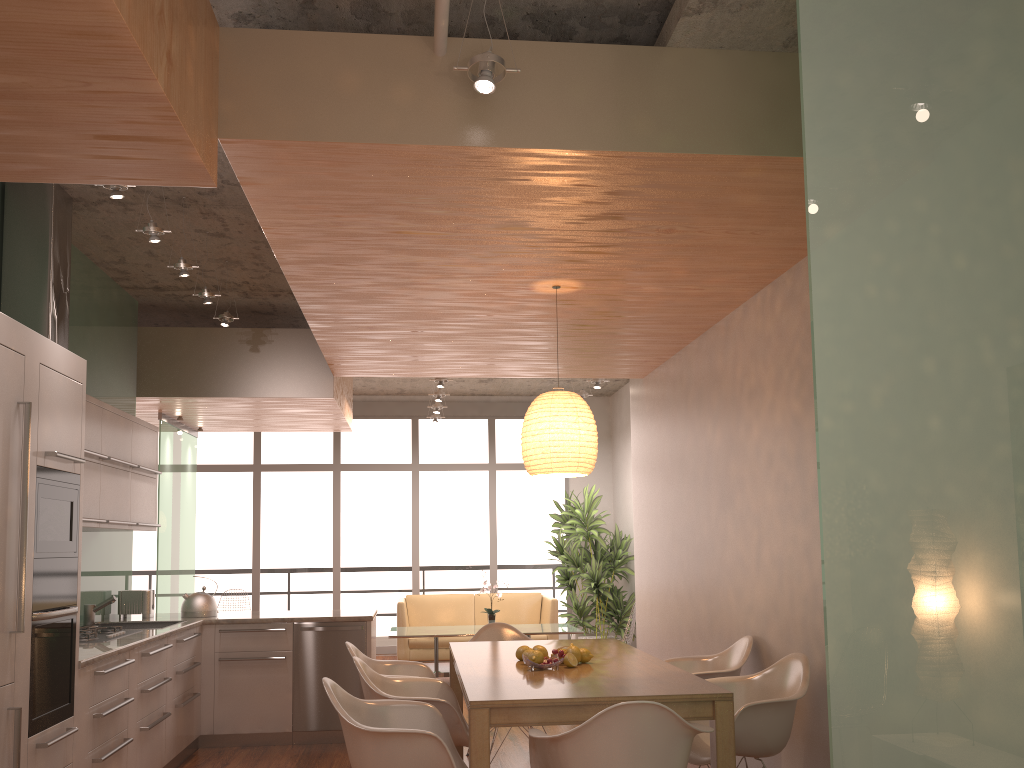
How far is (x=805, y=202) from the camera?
2.1m

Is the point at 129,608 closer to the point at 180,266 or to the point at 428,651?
the point at 180,266

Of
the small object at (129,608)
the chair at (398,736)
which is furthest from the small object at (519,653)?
the small object at (129,608)

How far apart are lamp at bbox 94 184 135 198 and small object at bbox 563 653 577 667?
2.9 meters

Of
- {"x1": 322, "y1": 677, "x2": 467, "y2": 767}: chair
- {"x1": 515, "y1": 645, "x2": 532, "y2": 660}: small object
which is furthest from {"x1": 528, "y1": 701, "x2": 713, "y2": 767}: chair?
{"x1": 515, "y1": 645, "x2": 532, "y2": 660}: small object

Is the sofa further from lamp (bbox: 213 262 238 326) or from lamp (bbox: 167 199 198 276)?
lamp (bbox: 167 199 198 276)

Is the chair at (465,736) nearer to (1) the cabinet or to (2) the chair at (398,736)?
(2) the chair at (398,736)

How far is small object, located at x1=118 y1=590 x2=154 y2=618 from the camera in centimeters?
635cm

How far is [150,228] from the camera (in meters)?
4.45

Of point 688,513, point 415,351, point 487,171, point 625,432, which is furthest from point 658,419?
point 625,432
